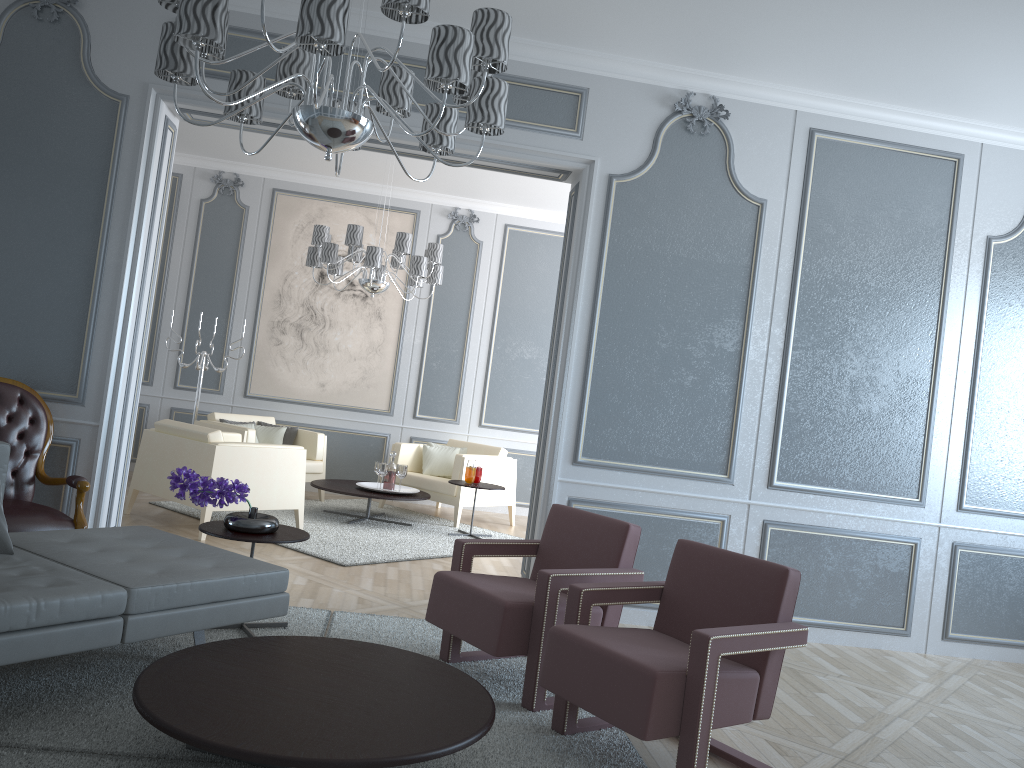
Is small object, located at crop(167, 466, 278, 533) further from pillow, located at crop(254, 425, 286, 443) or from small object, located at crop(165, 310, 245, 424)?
small object, located at crop(165, 310, 245, 424)

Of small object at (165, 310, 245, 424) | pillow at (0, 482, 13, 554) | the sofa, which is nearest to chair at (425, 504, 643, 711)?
the sofa

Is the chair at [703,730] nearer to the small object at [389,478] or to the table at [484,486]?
the table at [484,486]

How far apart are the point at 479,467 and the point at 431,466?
0.9 meters

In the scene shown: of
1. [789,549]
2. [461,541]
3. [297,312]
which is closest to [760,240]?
[789,549]

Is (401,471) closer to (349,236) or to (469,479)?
(469,479)

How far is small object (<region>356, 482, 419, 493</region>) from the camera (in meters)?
6.57

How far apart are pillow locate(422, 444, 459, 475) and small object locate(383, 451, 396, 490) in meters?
0.7 m

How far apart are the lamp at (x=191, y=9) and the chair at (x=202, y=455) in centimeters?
268cm

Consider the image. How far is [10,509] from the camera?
3.5m
